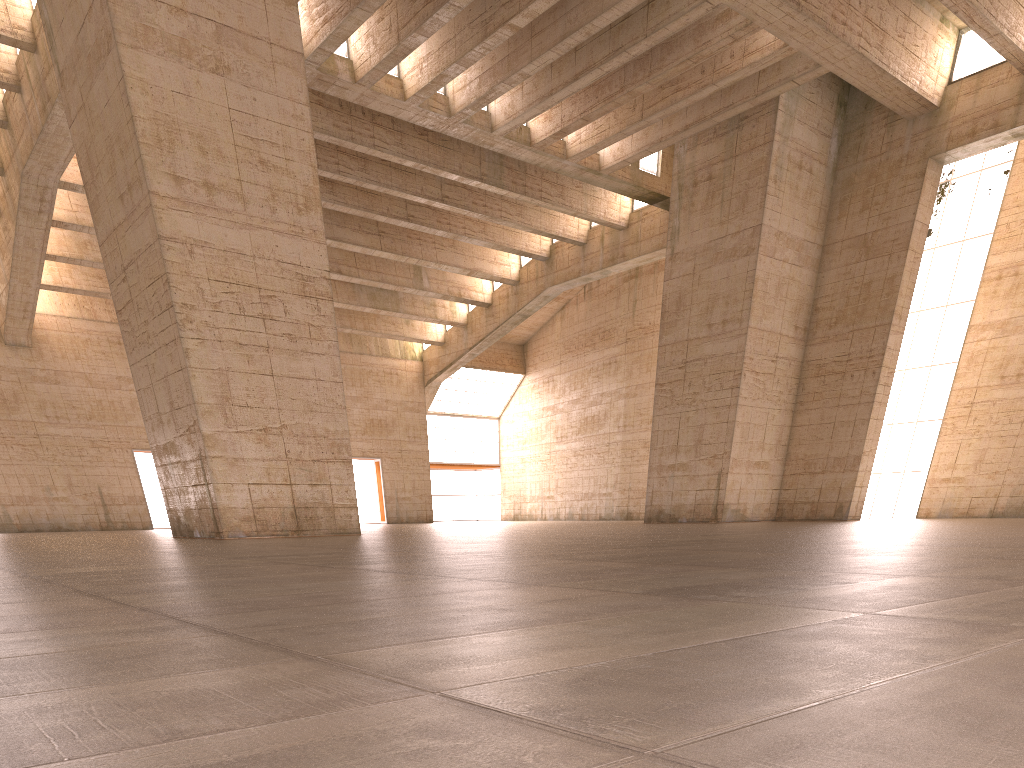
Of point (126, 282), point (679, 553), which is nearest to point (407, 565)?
point (679, 553)
